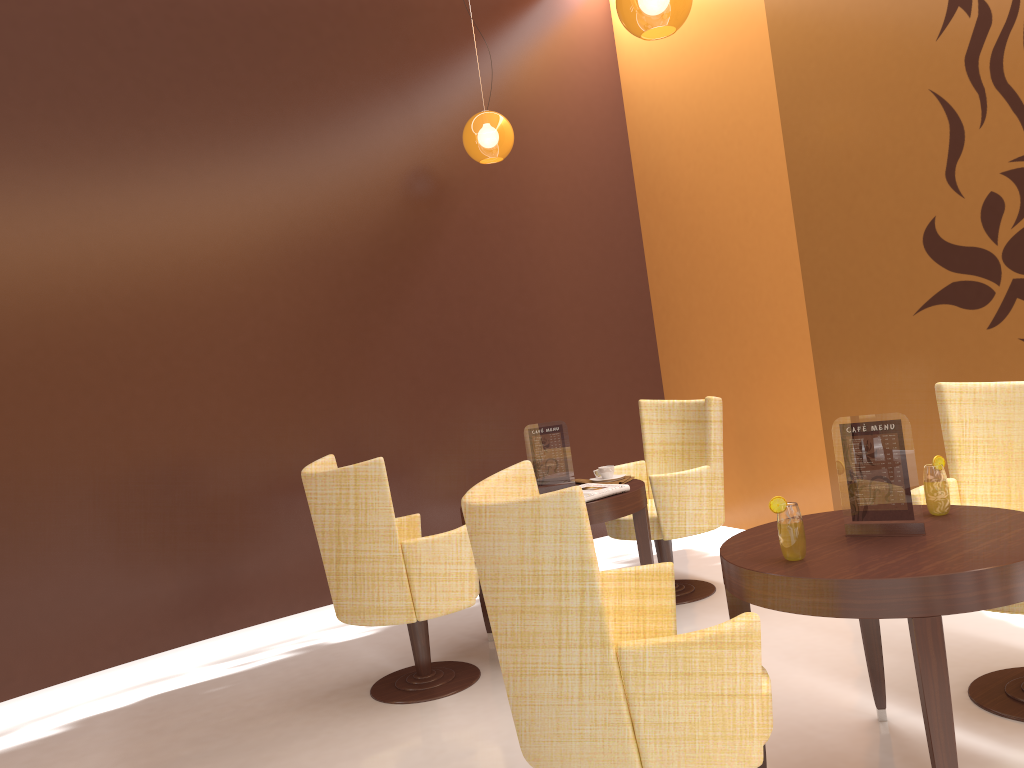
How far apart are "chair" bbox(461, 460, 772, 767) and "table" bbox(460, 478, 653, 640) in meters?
1.3 m

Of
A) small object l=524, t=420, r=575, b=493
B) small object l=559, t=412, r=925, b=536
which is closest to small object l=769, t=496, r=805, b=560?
small object l=559, t=412, r=925, b=536

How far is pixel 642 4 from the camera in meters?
3.3

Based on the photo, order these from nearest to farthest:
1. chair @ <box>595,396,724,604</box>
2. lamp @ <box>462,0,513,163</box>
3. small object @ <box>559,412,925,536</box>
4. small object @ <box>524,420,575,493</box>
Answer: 1. small object @ <box>559,412,925,536</box>
2. small object @ <box>524,420,575,493</box>
3. chair @ <box>595,396,724,604</box>
4. lamp @ <box>462,0,513,163</box>

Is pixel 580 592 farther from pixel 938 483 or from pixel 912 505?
pixel 938 483

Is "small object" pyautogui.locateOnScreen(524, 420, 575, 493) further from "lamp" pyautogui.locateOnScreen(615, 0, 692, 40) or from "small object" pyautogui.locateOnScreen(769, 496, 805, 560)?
"small object" pyautogui.locateOnScreen(769, 496, 805, 560)

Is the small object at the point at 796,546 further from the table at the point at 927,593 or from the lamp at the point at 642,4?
the lamp at the point at 642,4

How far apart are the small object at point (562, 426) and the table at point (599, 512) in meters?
0.3 m

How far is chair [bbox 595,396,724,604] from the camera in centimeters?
434cm

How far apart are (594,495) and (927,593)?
1.9m
